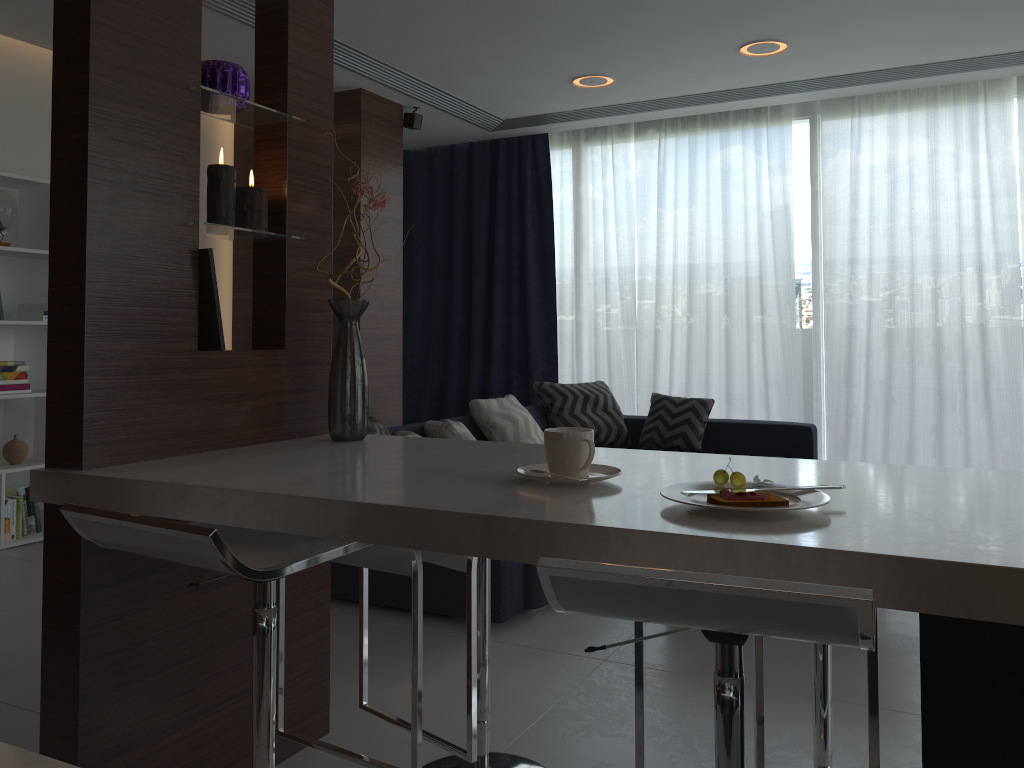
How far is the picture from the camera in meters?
1.9 m

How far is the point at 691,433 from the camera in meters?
5.3

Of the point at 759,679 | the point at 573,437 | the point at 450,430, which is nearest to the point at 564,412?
the point at 450,430

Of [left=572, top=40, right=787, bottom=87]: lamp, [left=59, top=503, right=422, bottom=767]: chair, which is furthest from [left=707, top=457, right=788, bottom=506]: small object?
[left=572, top=40, right=787, bottom=87]: lamp

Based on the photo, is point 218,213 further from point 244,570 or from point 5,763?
point 5,763

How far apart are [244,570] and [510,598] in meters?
2.0

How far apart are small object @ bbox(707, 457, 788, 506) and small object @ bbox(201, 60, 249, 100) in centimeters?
137cm

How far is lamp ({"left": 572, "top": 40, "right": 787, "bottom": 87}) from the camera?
4.53m

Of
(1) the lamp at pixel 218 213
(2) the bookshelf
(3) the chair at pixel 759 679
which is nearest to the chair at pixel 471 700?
(3) the chair at pixel 759 679

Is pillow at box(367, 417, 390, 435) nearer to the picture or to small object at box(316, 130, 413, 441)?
small object at box(316, 130, 413, 441)
